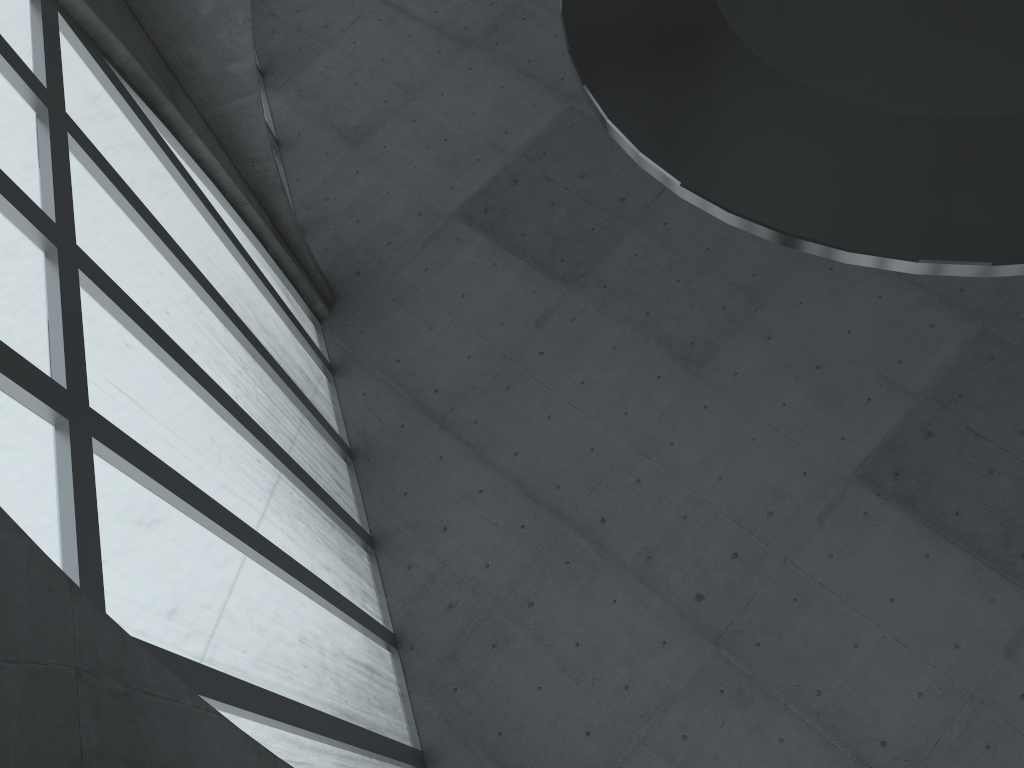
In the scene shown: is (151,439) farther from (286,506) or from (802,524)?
(802,524)
